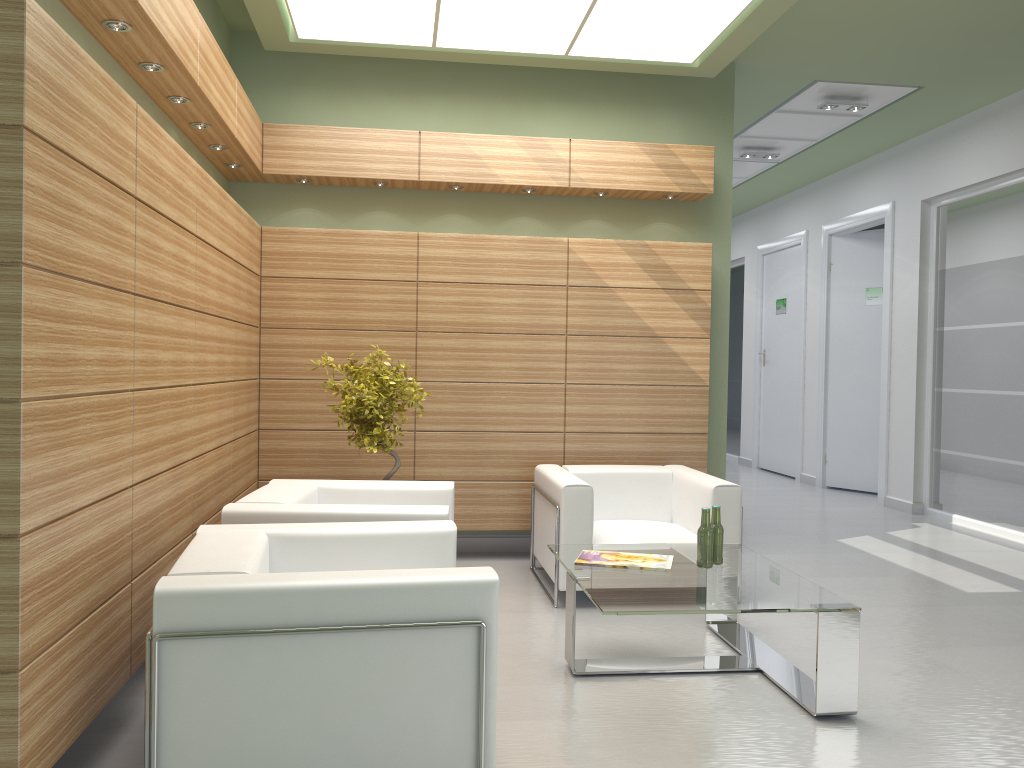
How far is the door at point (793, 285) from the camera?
19.59m

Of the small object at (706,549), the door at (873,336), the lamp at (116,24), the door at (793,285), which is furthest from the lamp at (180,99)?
the door at (793,285)

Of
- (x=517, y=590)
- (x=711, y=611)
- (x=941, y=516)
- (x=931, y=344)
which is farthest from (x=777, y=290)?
(x=711, y=611)

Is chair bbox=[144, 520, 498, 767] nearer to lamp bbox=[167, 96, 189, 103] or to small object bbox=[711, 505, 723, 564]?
small object bbox=[711, 505, 723, 564]

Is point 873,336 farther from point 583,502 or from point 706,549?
point 706,549

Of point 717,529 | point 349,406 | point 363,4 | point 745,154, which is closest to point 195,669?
point 717,529

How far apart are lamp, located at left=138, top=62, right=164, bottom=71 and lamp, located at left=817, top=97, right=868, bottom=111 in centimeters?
970cm

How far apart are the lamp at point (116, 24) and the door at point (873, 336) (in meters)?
14.80

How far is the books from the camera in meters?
7.0

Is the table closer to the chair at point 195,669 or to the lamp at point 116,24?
the chair at point 195,669
